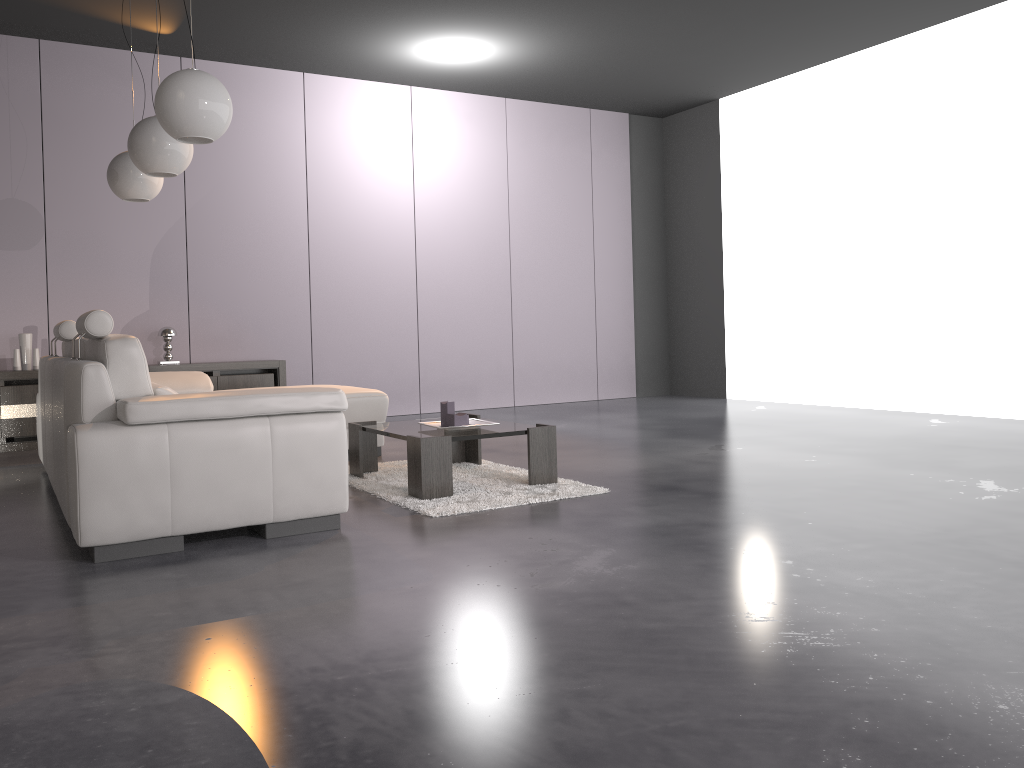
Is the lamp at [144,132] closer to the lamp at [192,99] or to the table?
the lamp at [192,99]

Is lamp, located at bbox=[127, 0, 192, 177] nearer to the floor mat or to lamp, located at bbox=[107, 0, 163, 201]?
lamp, located at bbox=[107, 0, 163, 201]

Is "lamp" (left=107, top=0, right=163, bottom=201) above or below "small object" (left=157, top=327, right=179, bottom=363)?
above

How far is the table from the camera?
3.9m

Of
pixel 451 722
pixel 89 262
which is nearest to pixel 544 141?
pixel 89 262

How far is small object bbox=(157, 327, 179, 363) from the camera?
6.74m

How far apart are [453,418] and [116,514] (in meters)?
1.66

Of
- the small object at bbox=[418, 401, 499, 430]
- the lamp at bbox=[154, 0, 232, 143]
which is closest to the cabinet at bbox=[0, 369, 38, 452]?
the lamp at bbox=[154, 0, 232, 143]

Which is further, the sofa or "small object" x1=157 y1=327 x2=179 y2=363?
"small object" x1=157 y1=327 x2=179 y2=363

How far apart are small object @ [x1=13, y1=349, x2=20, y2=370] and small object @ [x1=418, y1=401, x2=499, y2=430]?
3.7m
